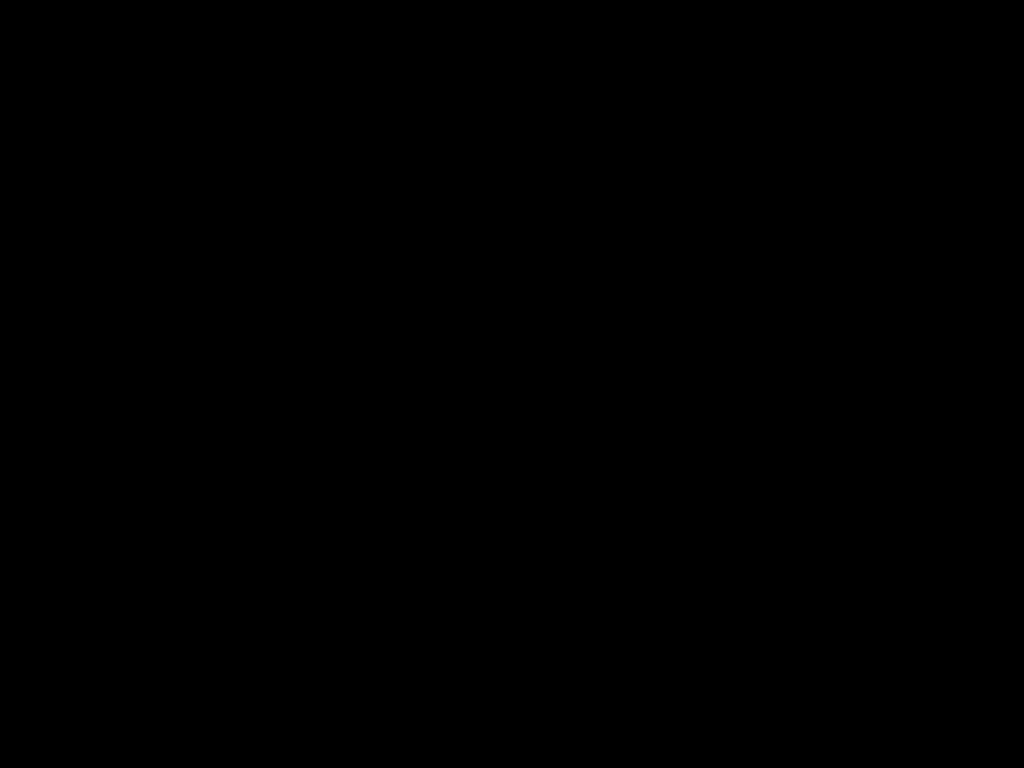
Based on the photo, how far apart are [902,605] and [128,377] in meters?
0.3

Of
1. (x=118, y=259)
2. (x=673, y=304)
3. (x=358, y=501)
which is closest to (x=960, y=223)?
(x=118, y=259)
